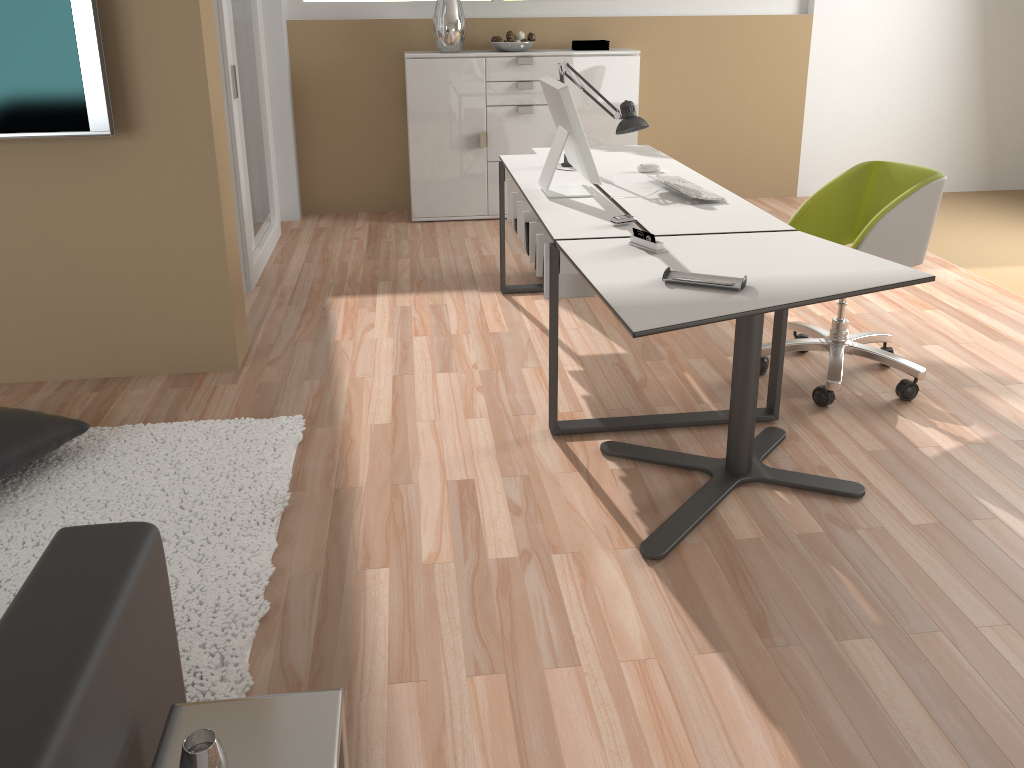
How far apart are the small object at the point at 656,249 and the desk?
0.12m

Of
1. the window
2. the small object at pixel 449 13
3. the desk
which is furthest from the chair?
the window

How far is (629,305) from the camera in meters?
2.2 m

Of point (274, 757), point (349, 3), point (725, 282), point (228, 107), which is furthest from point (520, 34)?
point (274, 757)

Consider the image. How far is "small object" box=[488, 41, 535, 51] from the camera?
5.5m

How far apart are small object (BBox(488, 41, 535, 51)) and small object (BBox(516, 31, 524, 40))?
0.07m

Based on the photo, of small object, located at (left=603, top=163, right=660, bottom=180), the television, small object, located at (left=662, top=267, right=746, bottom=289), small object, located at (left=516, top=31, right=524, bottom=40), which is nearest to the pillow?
the television

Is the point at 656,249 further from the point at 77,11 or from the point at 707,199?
the point at 77,11

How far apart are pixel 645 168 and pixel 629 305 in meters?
1.8

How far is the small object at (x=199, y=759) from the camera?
1.1m
